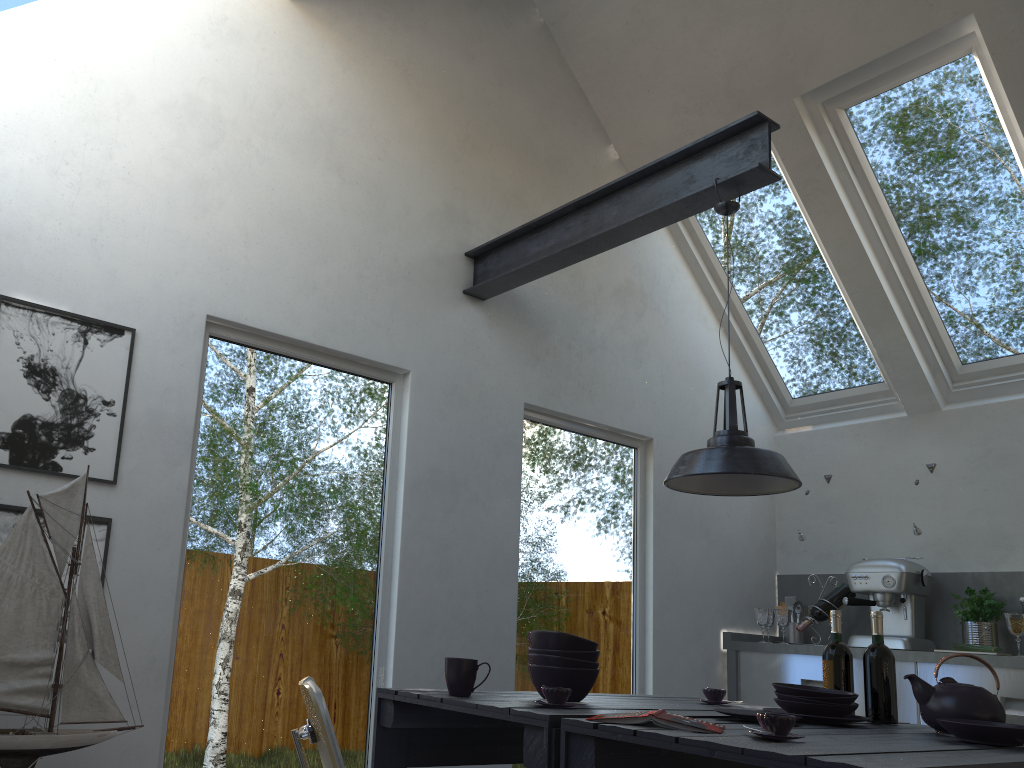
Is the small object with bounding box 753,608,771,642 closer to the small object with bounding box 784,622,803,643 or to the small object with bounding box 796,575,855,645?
the small object with bounding box 796,575,855,645

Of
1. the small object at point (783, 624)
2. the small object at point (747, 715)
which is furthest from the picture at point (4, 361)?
the small object at point (783, 624)

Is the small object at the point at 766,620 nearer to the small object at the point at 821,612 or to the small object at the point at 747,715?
the small object at the point at 821,612

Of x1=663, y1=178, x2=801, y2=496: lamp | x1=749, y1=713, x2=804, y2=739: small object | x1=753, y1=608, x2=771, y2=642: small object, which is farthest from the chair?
x1=753, y1=608, x2=771, y2=642: small object

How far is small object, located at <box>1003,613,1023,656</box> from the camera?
4.0m

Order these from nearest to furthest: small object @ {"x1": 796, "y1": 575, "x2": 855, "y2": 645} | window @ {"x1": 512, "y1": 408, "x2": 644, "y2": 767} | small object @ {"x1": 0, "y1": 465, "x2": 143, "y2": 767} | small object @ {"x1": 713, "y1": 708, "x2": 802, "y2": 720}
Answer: small object @ {"x1": 0, "y1": 465, "x2": 143, "y2": 767} < small object @ {"x1": 713, "y1": 708, "x2": 802, "y2": 720} < window @ {"x1": 512, "y1": 408, "x2": 644, "y2": 767} < small object @ {"x1": 796, "y1": 575, "x2": 855, "y2": 645}

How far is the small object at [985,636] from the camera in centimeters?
439cm

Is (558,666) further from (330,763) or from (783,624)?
(783,624)

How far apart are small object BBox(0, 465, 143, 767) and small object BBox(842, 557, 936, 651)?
3.6 meters

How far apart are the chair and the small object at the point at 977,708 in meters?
1.6 m
